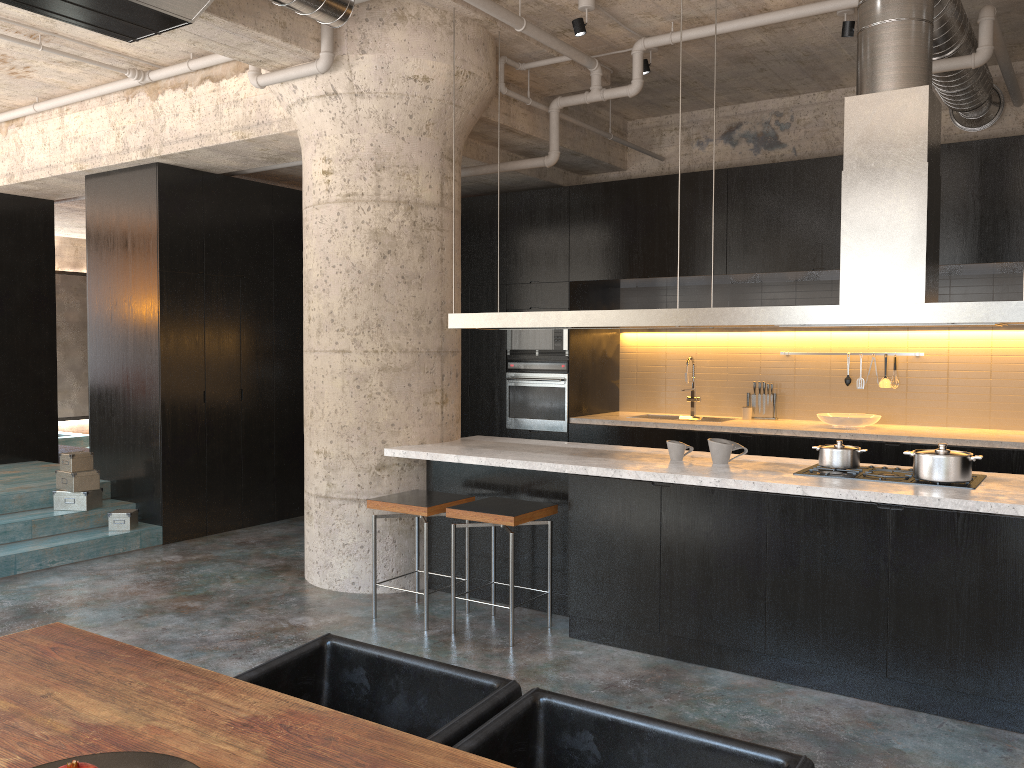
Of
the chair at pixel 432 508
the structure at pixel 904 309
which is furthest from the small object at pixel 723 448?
the chair at pixel 432 508

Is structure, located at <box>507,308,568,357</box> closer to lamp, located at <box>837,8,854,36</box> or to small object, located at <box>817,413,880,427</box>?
small object, located at <box>817,413,880,427</box>

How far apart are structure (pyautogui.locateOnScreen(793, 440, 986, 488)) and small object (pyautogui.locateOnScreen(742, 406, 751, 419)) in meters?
3.1 m

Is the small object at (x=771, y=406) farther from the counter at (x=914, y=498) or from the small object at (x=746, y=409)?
the counter at (x=914, y=498)

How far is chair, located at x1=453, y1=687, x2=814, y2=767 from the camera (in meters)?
1.92

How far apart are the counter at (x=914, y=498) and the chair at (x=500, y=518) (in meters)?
0.22

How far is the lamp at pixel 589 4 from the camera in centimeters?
553cm

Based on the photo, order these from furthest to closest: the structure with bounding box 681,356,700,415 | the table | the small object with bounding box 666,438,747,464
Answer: the structure with bounding box 681,356,700,415, the small object with bounding box 666,438,747,464, the table

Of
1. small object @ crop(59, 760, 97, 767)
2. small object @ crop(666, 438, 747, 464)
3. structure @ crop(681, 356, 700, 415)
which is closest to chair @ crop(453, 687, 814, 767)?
small object @ crop(59, 760, 97, 767)

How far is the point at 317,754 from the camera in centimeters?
180cm
